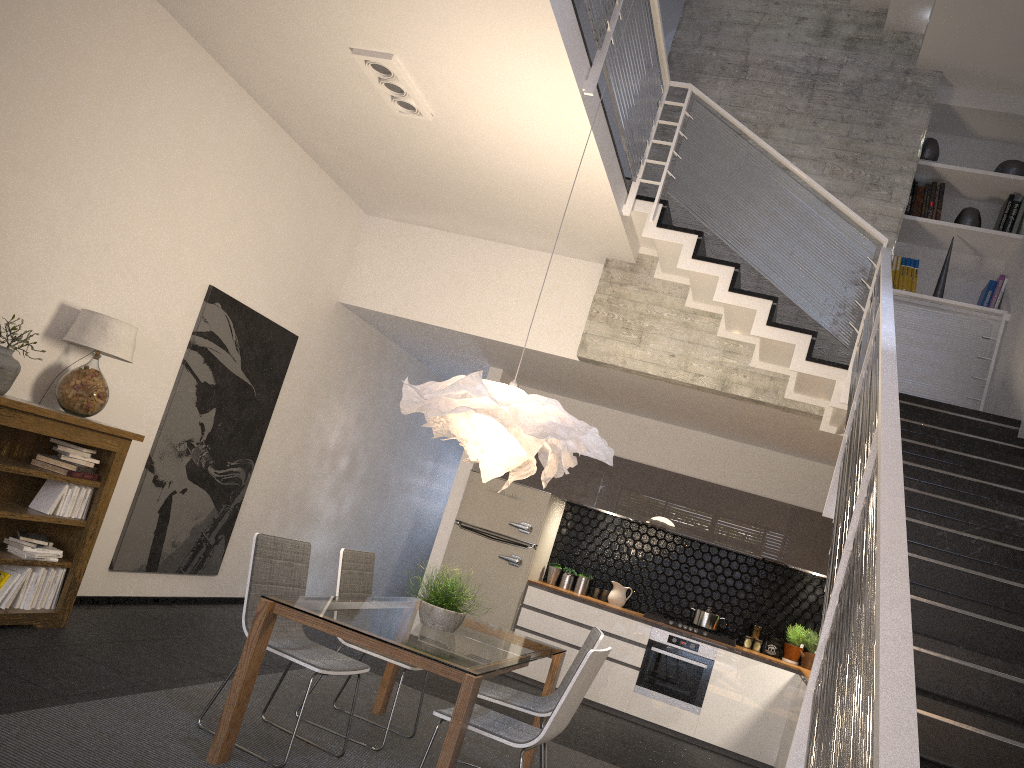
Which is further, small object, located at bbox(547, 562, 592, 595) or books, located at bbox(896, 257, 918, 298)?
small object, located at bbox(547, 562, 592, 595)

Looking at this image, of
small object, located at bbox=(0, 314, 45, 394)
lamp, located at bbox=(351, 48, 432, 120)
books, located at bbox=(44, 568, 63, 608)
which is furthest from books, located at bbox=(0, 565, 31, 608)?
lamp, located at bbox=(351, 48, 432, 120)

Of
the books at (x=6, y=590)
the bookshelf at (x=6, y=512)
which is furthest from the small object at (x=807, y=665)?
the books at (x=6, y=590)

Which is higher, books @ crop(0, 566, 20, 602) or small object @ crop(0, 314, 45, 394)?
small object @ crop(0, 314, 45, 394)

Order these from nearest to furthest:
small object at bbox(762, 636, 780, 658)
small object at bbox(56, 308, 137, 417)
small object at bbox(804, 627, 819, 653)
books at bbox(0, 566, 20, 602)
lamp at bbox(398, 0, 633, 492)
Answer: lamp at bbox(398, 0, 633, 492) → books at bbox(0, 566, 20, 602) → small object at bbox(56, 308, 137, 417) → small object at bbox(804, 627, 819, 653) → small object at bbox(762, 636, 780, 658)

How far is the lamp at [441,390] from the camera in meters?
4.1 m

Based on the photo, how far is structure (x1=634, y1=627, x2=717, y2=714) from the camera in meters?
7.5 m

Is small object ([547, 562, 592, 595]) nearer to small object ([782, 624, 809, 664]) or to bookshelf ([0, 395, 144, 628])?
small object ([782, 624, 809, 664])

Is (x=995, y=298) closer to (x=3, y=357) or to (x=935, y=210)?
(x=935, y=210)

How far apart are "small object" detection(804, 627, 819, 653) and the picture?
5.01m
